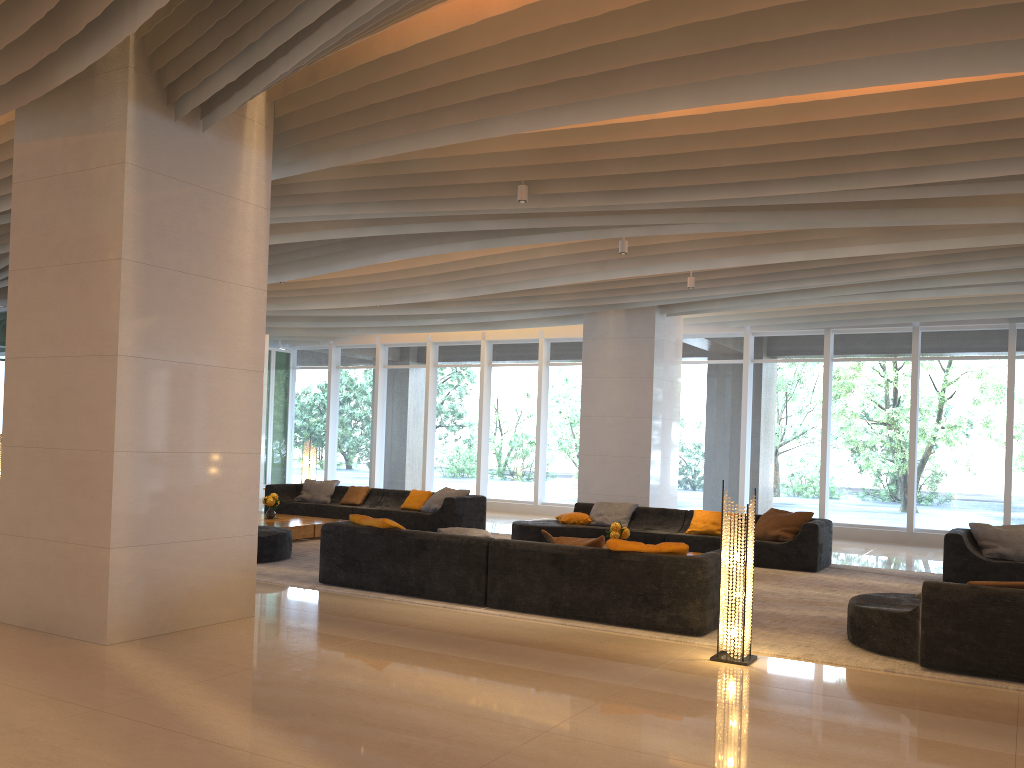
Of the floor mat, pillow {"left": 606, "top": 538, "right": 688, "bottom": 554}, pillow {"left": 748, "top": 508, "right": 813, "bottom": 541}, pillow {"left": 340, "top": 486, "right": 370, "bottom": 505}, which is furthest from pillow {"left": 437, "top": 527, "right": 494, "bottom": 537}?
pillow {"left": 340, "top": 486, "right": 370, "bottom": 505}

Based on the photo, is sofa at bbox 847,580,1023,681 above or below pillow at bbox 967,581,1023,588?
below

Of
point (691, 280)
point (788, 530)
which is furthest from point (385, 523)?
point (691, 280)

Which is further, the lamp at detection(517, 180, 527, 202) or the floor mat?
the lamp at detection(517, 180, 527, 202)

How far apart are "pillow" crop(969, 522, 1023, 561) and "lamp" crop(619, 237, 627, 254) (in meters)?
5.05

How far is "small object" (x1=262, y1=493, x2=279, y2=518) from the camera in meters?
12.3 m

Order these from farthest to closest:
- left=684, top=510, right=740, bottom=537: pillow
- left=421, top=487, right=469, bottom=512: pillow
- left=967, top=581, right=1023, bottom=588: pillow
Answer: left=421, top=487, right=469, bottom=512: pillow < left=684, top=510, right=740, bottom=537: pillow < left=967, top=581, right=1023, bottom=588: pillow

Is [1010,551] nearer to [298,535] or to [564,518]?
[564,518]

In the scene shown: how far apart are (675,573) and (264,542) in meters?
4.9

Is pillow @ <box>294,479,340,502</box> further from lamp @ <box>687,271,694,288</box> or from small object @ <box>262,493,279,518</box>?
lamp @ <box>687,271,694,288</box>
